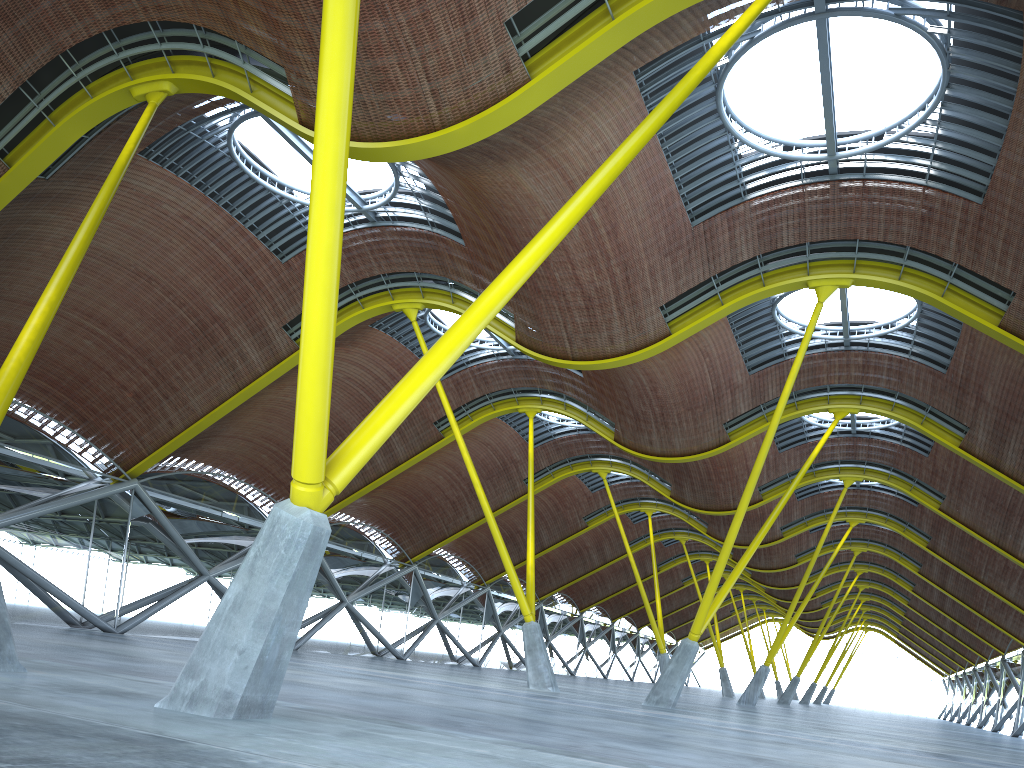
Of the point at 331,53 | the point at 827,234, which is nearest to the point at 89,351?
the point at 827,234
